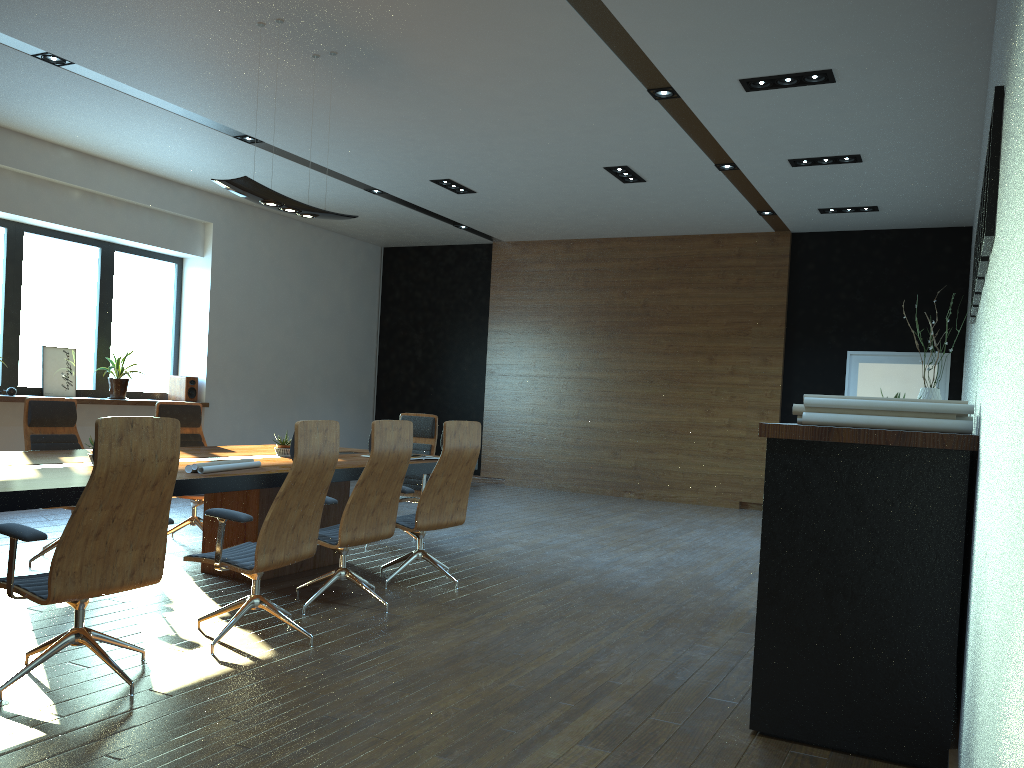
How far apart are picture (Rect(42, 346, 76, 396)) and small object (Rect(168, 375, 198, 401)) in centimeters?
129cm

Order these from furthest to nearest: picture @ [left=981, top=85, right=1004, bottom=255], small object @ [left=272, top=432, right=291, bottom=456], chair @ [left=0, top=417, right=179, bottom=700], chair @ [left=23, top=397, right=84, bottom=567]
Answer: small object @ [left=272, top=432, right=291, bottom=456] → chair @ [left=23, top=397, right=84, bottom=567] → chair @ [left=0, top=417, right=179, bottom=700] → picture @ [left=981, top=85, right=1004, bottom=255]

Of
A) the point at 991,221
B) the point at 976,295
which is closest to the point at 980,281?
the point at 976,295

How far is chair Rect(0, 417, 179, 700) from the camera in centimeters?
340cm

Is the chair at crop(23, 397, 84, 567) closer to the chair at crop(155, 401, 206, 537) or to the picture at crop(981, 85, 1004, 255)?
the chair at crop(155, 401, 206, 537)

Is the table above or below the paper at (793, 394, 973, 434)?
below

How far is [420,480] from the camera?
7.6m

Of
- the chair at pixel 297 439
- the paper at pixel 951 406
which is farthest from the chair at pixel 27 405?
the paper at pixel 951 406

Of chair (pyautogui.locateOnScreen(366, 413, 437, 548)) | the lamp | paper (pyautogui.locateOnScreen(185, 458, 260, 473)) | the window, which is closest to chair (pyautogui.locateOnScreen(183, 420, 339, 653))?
paper (pyautogui.locateOnScreen(185, 458, 260, 473))

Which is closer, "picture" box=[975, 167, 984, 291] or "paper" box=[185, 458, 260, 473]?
"picture" box=[975, 167, 984, 291]
